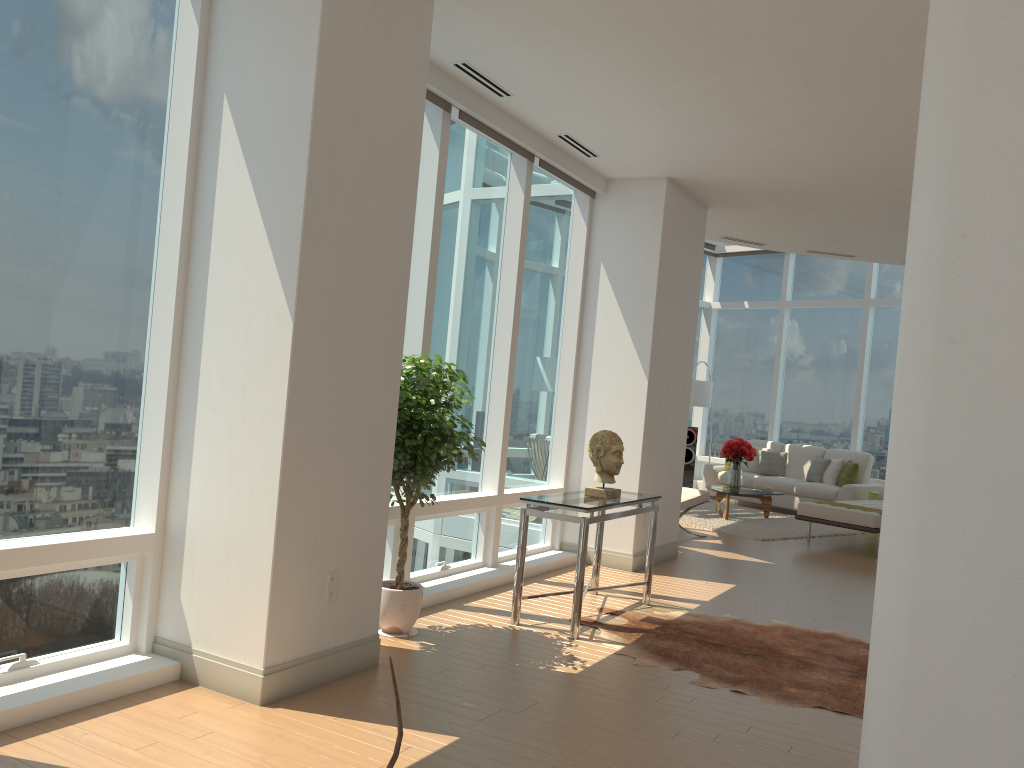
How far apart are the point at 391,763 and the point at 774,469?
13.1 meters

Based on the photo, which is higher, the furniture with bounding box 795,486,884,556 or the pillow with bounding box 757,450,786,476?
the pillow with bounding box 757,450,786,476

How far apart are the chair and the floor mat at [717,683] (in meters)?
3.72

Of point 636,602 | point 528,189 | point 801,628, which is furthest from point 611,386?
point 801,628

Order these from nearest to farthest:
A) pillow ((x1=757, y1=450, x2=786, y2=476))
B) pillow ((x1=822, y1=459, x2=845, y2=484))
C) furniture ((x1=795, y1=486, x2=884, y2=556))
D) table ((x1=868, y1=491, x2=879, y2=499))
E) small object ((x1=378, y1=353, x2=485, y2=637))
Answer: small object ((x1=378, y1=353, x2=485, y2=637)) → furniture ((x1=795, y1=486, x2=884, y2=556)) → table ((x1=868, y1=491, x2=879, y2=499)) → pillow ((x1=822, y1=459, x2=845, y2=484)) → pillow ((x1=757, y1=450, x2=786, y2=476))

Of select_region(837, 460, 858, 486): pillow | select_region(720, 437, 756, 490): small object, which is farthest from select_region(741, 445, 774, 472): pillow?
select_region(720, 437, 756, 490): small object

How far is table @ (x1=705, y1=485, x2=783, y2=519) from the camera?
11.6m

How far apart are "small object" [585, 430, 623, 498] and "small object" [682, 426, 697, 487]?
8.9m

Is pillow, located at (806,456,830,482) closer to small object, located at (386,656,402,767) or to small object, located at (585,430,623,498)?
small object, located at (585,430,623,498)

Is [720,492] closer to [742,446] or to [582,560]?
[742,446]
